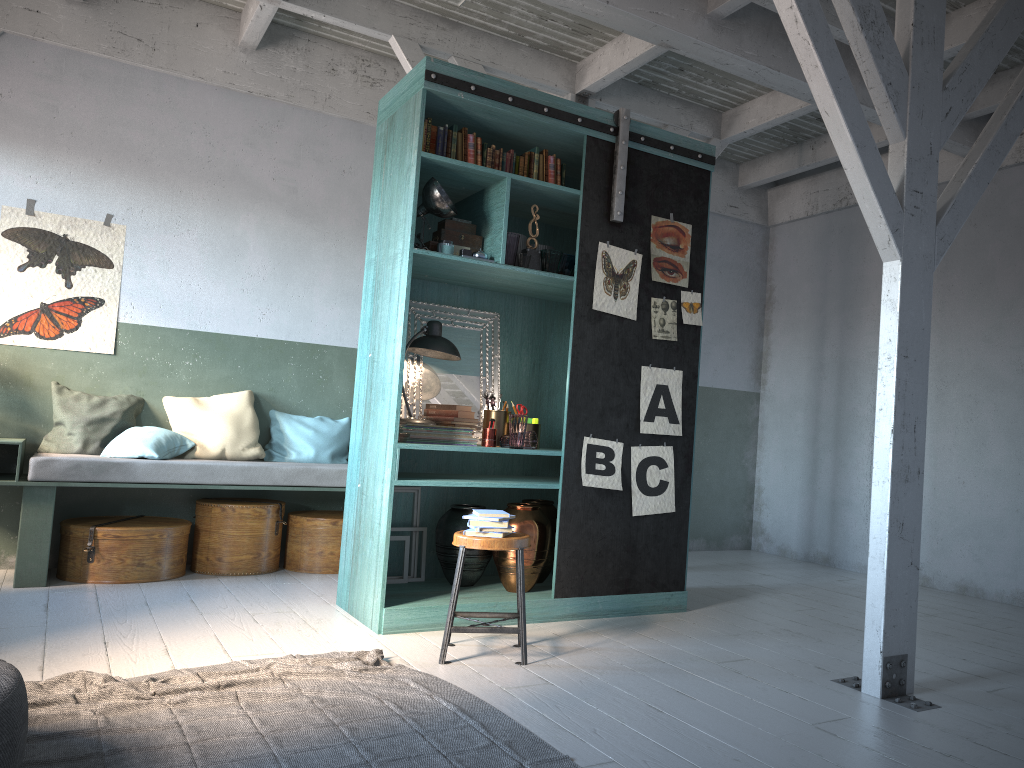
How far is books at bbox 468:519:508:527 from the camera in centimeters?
465cm

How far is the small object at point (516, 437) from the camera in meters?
5.6

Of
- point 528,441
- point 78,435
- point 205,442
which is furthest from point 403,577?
point 78,435

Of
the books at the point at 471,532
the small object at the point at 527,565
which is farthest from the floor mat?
the small object at the point at 527,565

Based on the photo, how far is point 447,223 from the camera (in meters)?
5.69

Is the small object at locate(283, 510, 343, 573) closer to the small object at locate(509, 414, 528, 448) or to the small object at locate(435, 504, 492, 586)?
the small object at locate(435, 504, 492, 586)

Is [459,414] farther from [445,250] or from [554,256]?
[554,256]

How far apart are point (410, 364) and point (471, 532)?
1.7 meters

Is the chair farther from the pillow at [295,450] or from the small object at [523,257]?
the pillow at [295,450]

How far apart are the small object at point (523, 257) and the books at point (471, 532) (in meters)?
1.83
